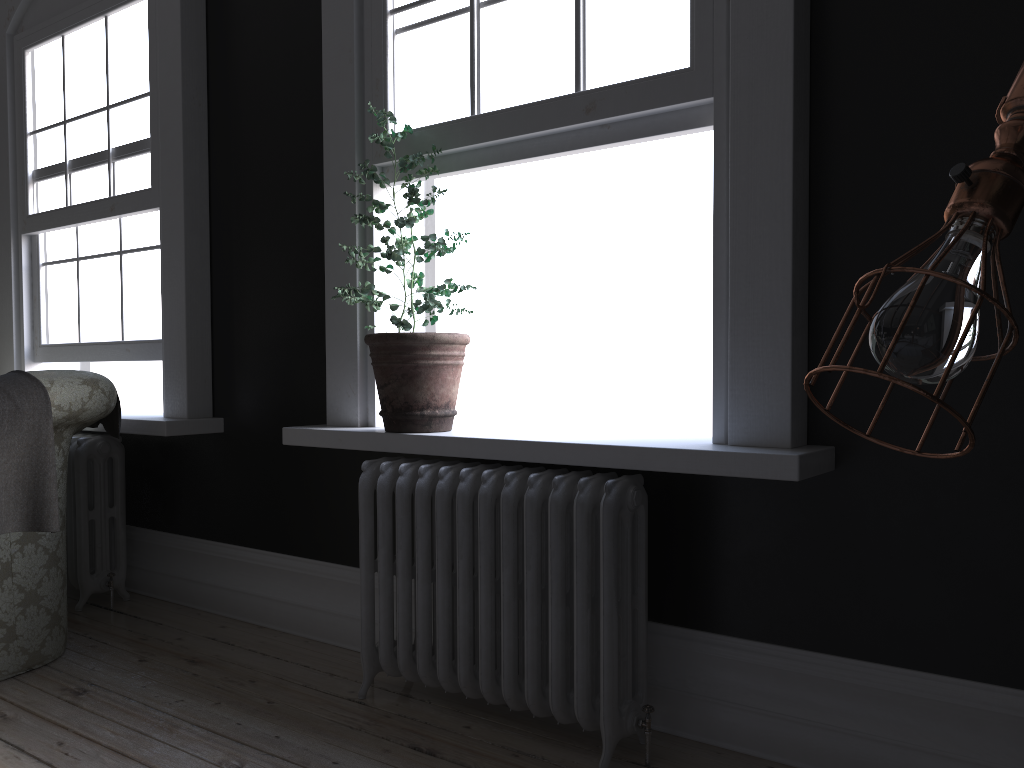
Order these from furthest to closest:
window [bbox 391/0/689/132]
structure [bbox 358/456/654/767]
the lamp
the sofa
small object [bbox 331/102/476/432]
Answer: the sofa
small object [bbox 331/102/476/432]
window [bbox 391/0/689/132]
structure [bbox 358/456/654/767]
the lamp

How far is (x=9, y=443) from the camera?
3.0 meters

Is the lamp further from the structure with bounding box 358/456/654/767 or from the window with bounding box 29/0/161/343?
the window with bounding box 29/0/161/343

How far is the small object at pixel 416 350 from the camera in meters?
3.0 m

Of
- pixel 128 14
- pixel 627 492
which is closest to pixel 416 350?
pixel 627 492

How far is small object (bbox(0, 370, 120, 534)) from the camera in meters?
3.0

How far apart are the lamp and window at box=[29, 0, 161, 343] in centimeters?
395cm

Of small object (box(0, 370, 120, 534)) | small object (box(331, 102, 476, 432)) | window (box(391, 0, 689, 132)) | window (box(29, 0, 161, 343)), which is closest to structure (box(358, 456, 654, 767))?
small object (box(331, 102, 476, 432))

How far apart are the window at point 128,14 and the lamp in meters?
4.0 m

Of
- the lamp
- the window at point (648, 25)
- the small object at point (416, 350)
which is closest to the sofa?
the small object at point (416, 350)
